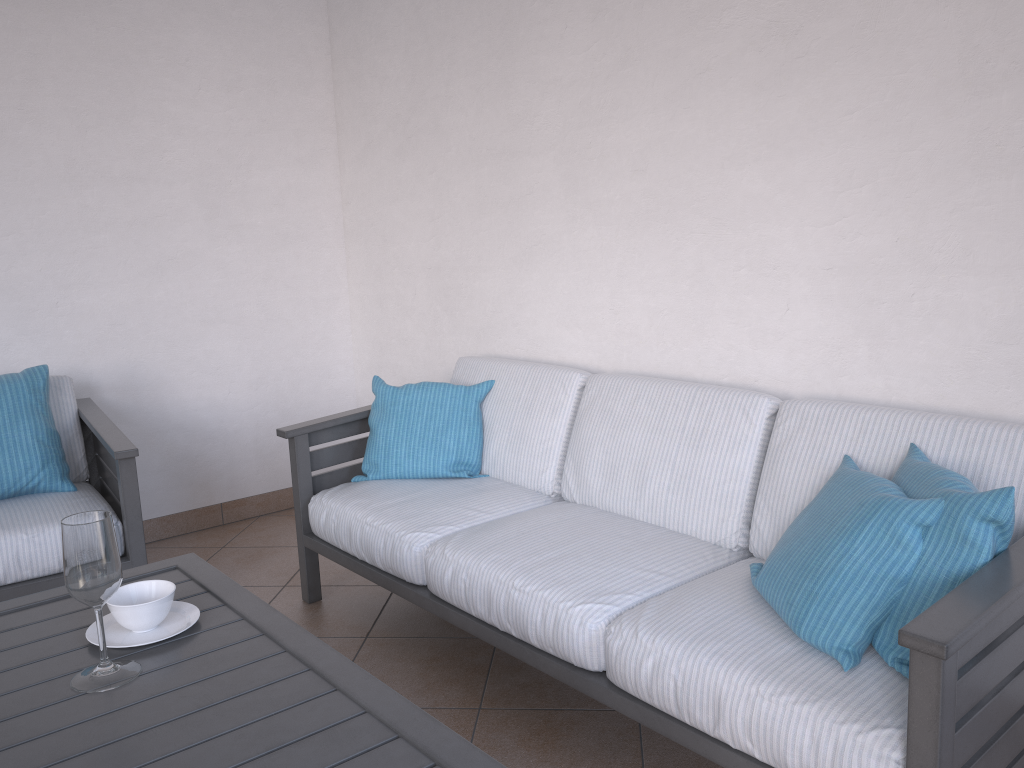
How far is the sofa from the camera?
1.4 meters

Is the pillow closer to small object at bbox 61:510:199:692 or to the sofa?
the sofa

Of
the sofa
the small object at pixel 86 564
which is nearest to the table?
the small object at pixel 86 564

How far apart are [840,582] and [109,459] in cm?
242

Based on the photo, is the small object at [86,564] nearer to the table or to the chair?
the table

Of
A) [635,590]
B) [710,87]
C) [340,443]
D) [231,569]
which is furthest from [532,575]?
[231,569]

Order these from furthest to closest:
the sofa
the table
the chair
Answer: the chair < the sofa < the table

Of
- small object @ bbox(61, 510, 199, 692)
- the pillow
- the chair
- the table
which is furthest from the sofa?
small object @ bbox(61, 510, 199, 692)

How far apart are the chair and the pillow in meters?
1.8 m

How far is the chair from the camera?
2.58m
